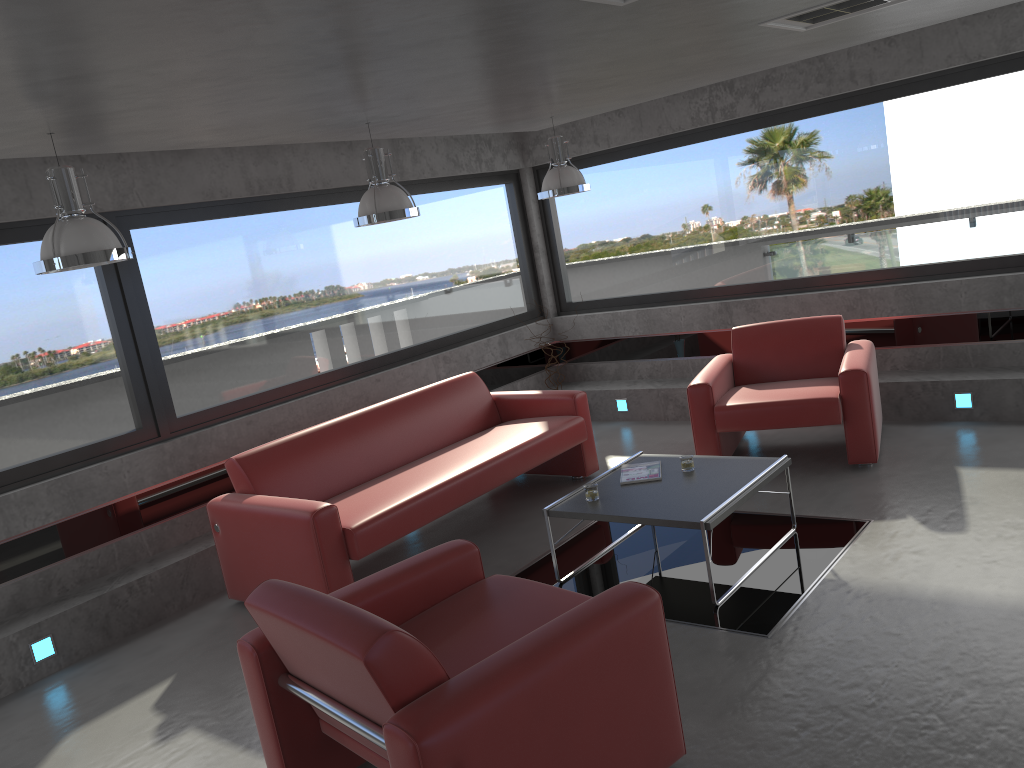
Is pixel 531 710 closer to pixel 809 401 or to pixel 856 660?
pixel 856 660

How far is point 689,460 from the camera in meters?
4.9

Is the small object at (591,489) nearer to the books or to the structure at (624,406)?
the books

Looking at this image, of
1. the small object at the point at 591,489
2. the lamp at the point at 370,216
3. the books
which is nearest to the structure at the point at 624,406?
the books

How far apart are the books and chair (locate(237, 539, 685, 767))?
1.5 meters

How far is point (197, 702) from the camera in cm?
420

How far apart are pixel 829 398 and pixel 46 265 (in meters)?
4.46

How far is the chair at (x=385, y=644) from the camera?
2.5m

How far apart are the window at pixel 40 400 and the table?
2.7m

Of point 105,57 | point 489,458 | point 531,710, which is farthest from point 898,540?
point 105,57
